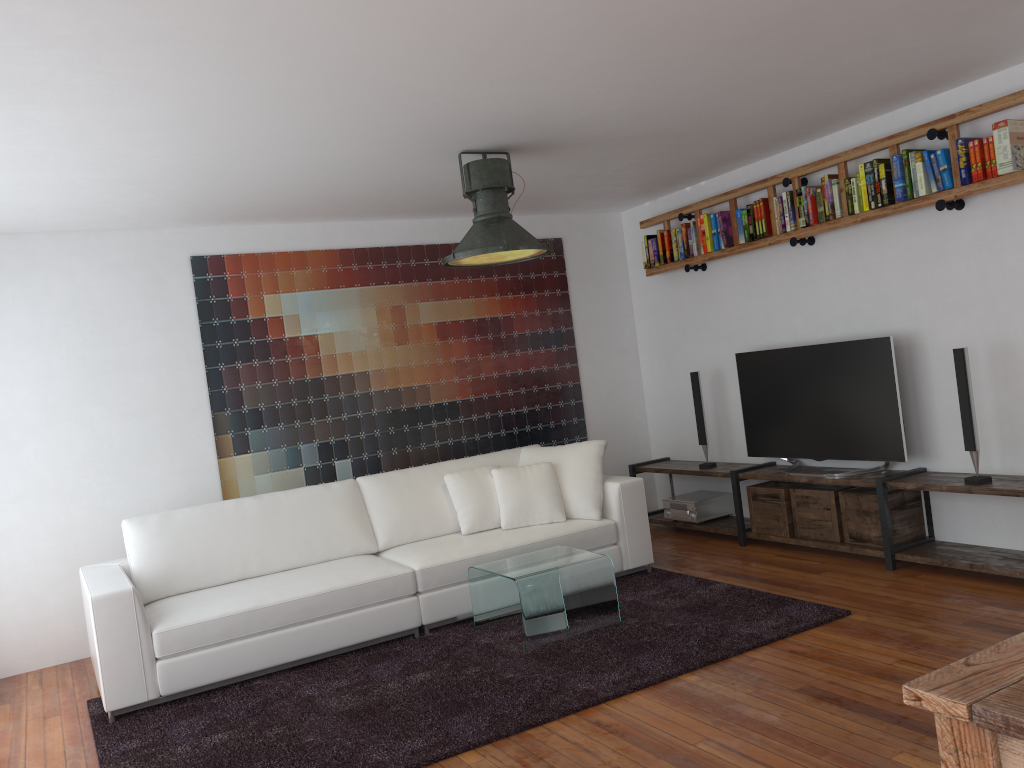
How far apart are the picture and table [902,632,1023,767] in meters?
4.8

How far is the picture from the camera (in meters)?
5.69

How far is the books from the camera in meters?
4.2 m

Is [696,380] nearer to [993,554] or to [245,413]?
[993,554]

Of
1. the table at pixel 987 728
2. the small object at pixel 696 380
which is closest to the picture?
the small object at pixel 696 380

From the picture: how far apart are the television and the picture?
1.4m

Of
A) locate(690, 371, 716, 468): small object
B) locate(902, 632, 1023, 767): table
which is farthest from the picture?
locate(902, 632, 1023, 767): table

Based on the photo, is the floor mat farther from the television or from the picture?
the picture

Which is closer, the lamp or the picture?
the lamp

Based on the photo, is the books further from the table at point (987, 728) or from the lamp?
the table at point (987, 728)
